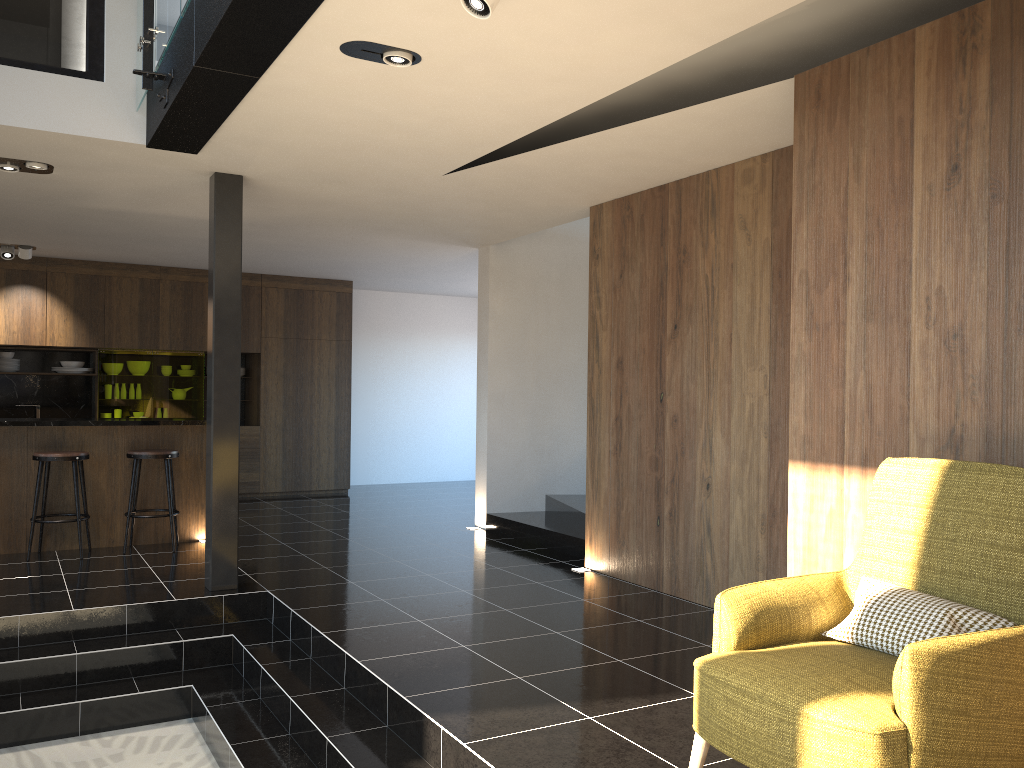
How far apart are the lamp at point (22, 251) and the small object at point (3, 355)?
1.5m

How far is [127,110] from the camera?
5.0 meters

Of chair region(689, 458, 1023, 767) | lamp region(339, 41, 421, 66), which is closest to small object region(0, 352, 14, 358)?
lamp region(339, 41, 421, 66)

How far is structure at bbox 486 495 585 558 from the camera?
7.2m

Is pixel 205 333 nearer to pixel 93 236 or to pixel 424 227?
pixel 93 236

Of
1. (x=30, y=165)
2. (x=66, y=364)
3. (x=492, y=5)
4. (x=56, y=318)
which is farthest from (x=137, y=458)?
(x=492, y=5)

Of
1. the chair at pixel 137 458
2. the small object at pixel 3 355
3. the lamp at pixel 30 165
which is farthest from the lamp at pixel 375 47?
the small object at pixel 3 355

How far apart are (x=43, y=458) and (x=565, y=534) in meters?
4.0

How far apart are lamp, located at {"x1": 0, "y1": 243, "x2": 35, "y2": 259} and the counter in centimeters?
281cm

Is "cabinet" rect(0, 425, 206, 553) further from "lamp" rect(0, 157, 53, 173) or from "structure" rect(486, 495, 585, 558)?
"structure" rect(486, 495, 585, 558)
